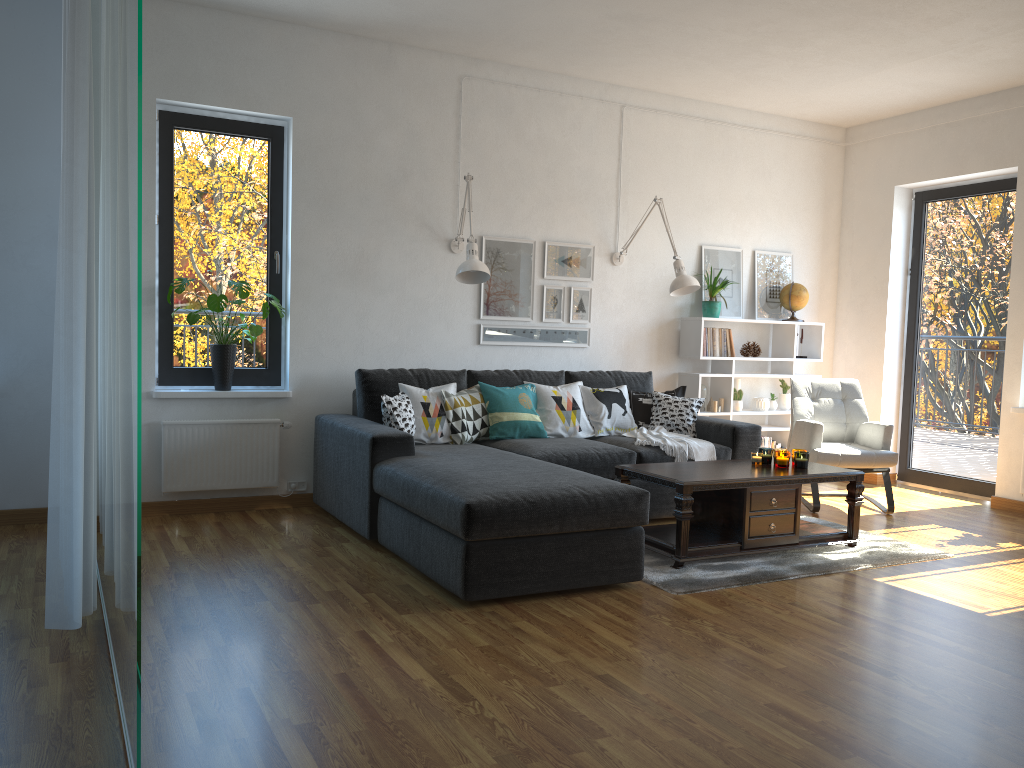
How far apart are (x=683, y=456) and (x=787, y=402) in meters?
2.0 m

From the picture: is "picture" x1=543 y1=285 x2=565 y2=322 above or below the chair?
above

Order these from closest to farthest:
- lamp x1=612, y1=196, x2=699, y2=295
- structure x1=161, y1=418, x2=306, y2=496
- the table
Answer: the table, structure x1=161, y1=418, x2=306, y2=496, lamp x1=612, y1=196, x2=699, y2=295

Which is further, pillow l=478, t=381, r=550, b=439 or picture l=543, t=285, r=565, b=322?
picture l=543, t=285, r=565, b=322

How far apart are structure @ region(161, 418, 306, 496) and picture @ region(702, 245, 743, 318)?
3.2m

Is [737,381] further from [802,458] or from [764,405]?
[802,458]

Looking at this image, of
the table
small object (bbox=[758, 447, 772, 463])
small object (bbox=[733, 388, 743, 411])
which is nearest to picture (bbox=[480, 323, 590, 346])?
small object (bbox=[733, 388, 743, 411])

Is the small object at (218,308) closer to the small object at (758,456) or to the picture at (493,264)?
the picture at (493,264)

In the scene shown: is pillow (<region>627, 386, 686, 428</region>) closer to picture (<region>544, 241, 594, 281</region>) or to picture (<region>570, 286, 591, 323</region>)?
picture (<region>570, 286, 591, 323</region>)

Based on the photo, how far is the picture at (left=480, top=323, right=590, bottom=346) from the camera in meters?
5.8
